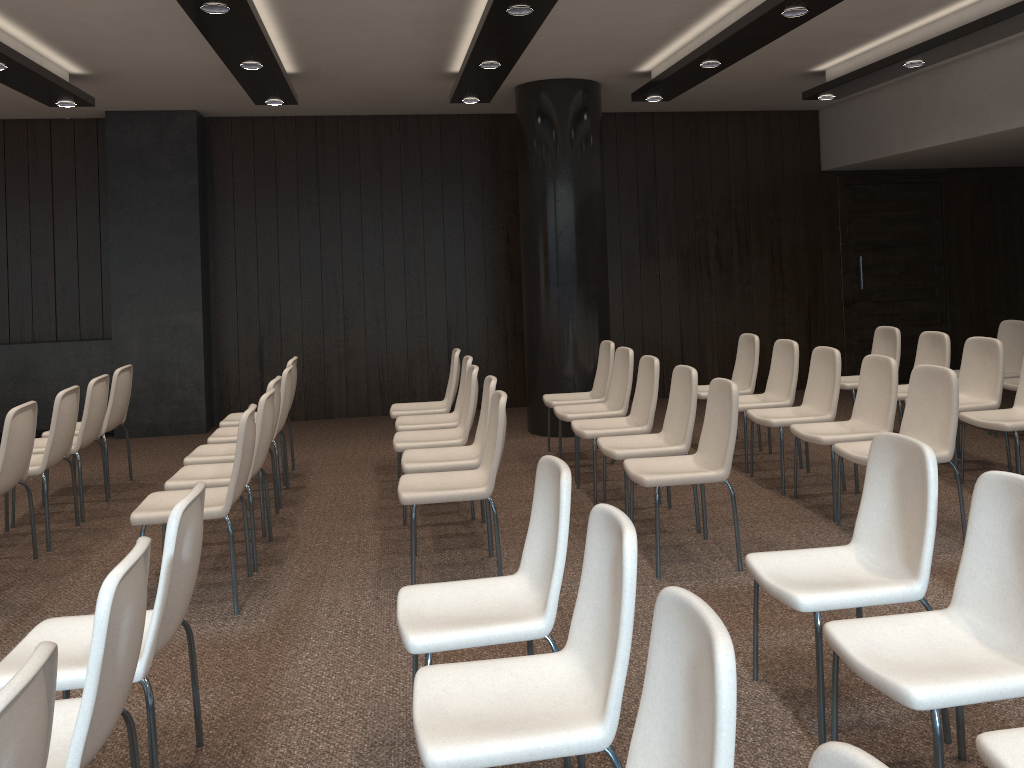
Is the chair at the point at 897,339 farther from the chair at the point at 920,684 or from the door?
the chair at the point at 920,684

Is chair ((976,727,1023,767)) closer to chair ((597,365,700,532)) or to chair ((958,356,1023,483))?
chair ((597,365,700,532))

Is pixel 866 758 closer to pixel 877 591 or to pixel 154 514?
pixel 877 591

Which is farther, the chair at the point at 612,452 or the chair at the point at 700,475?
the chair at the point at 612,452

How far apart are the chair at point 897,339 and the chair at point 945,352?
0.25m

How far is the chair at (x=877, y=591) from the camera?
2.9 meters

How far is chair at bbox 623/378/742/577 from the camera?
4.4m

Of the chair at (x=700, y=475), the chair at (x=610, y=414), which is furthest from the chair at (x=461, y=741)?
the chair at (x=610, y=414)

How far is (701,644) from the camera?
1.7 meters

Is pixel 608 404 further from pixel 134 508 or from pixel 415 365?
pixel 134 508
